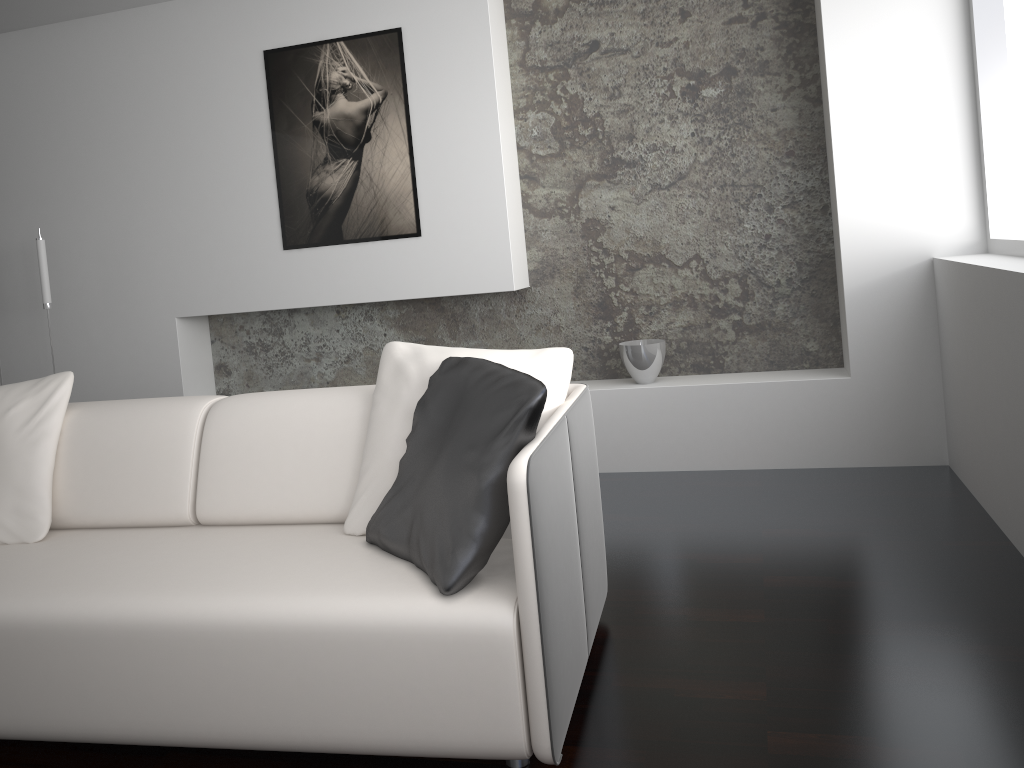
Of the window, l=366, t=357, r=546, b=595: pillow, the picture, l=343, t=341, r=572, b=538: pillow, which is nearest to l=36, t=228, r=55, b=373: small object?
the picture

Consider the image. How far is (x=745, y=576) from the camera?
2.8 meters

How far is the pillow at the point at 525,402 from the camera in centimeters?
184cm

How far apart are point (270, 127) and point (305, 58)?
0.37m

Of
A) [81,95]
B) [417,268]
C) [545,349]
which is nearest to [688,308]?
[417,268]

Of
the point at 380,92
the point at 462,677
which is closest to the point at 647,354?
the point at 380,92

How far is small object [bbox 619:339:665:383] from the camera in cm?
402

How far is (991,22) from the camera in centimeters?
339cm

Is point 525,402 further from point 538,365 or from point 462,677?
point 462,677

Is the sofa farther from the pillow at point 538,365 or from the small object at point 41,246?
the small object at point 41,246
